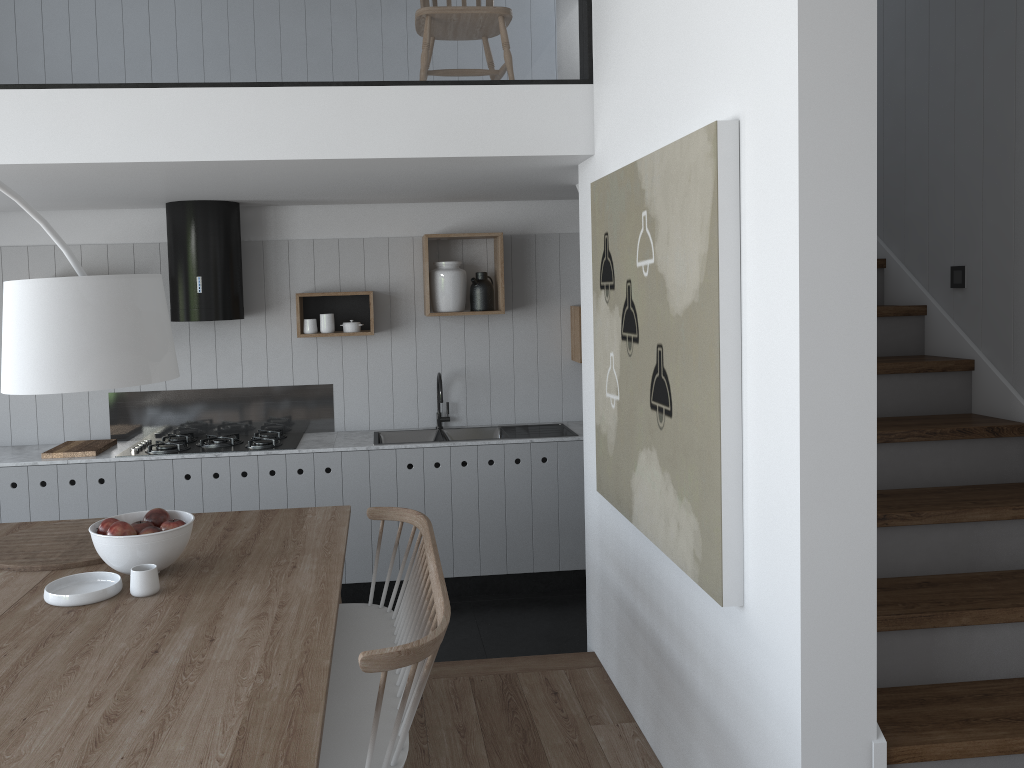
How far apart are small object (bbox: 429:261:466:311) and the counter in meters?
0.9

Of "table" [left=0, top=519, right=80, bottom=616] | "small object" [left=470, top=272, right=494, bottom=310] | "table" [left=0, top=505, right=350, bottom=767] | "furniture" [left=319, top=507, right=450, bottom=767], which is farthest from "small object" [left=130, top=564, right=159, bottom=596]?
"small object" [left=470, top=272, right=494, bottom=310]

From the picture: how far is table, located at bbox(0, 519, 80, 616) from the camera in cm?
257

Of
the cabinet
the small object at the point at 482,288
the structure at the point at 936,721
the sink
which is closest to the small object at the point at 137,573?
the structure at the point at 936,721

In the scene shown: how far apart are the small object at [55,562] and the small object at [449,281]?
2.4m

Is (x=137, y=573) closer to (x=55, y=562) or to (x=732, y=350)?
(x=55, y=562)

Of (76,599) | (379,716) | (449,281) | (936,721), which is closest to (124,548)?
(76,599)

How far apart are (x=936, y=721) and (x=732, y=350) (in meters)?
1.04

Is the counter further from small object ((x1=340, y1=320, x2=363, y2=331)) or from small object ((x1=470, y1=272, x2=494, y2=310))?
small object ((x1=470, y1=272, x2=494, y2=310))

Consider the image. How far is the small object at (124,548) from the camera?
2.6m
